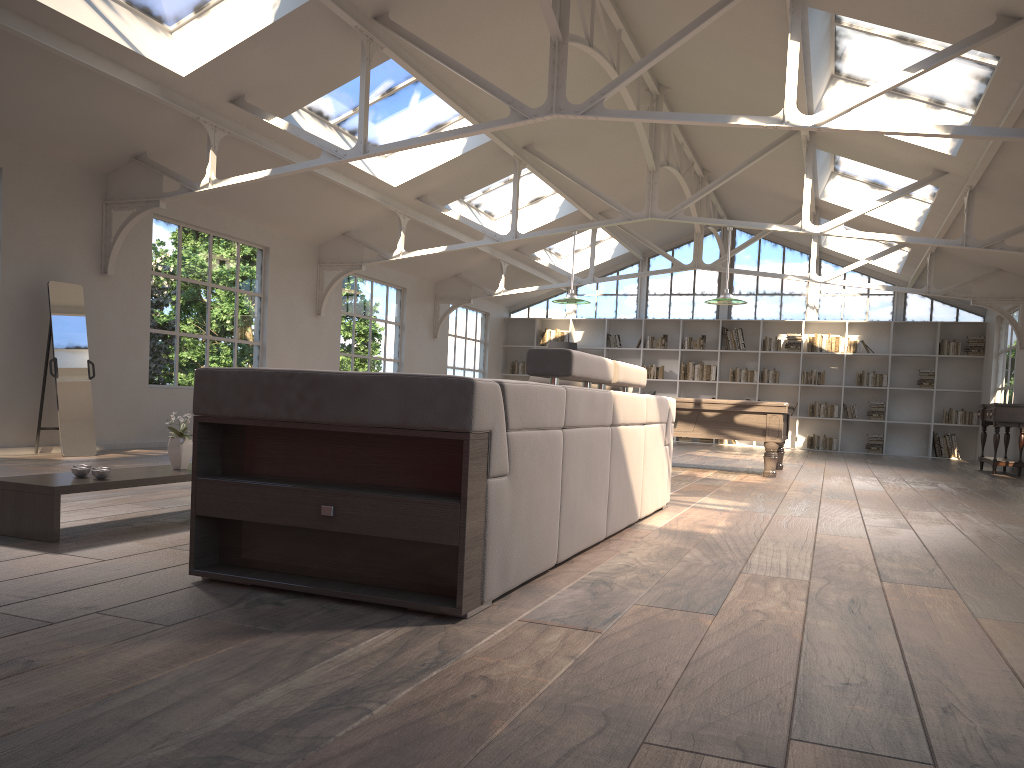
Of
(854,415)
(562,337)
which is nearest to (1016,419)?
(854,415)

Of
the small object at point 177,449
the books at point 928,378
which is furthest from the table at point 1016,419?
the small object at point 177,449

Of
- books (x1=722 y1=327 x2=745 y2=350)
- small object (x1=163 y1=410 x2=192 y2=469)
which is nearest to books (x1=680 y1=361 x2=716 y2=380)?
books (x1=722 y1=327 x2=745 y2=350)

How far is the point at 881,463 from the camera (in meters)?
12.73

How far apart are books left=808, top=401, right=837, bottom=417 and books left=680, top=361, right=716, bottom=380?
1.8 meters

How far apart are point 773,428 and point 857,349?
7.99m

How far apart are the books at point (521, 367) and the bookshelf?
0.2 meters

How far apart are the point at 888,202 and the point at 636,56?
3.06m

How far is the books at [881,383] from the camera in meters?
15.8

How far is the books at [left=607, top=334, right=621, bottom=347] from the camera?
17.5 meters
